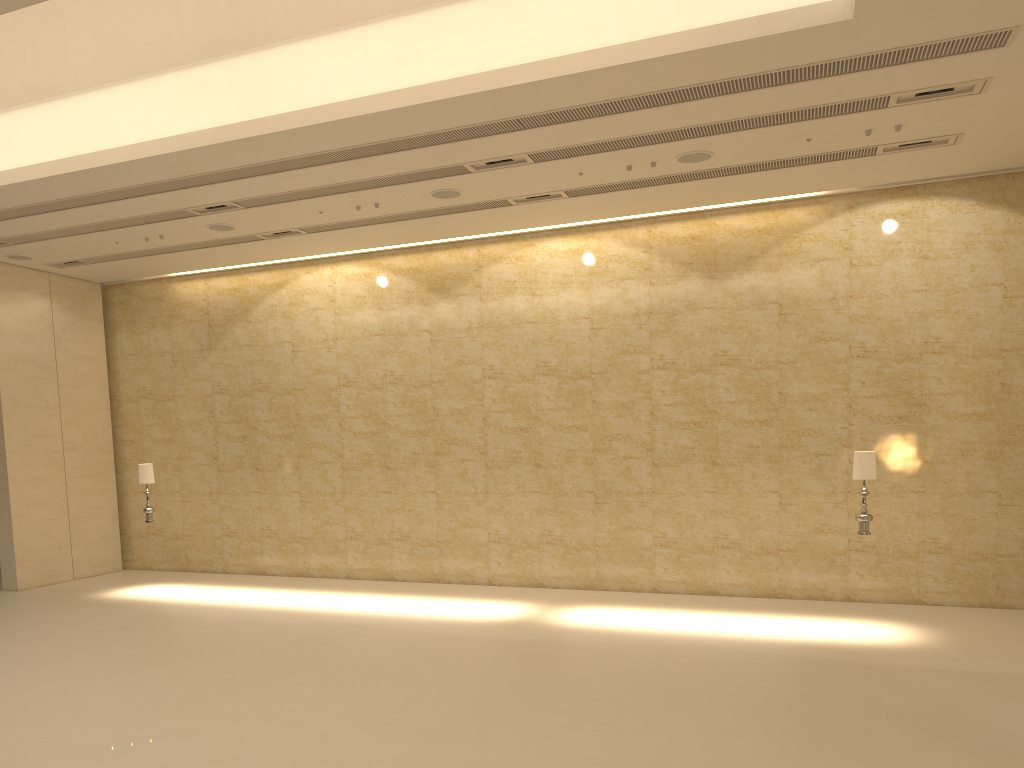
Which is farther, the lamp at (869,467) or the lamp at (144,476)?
the lamp at (144,476)

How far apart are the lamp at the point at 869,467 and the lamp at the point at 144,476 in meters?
11.0

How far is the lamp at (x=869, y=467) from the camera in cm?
1099

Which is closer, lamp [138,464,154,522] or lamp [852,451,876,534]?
lamp [852,451,876,534]

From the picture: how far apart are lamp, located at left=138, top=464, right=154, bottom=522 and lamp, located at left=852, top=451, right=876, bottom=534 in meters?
11.0

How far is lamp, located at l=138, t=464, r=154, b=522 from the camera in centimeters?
1457cm

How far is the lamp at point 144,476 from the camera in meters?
14.6 m
